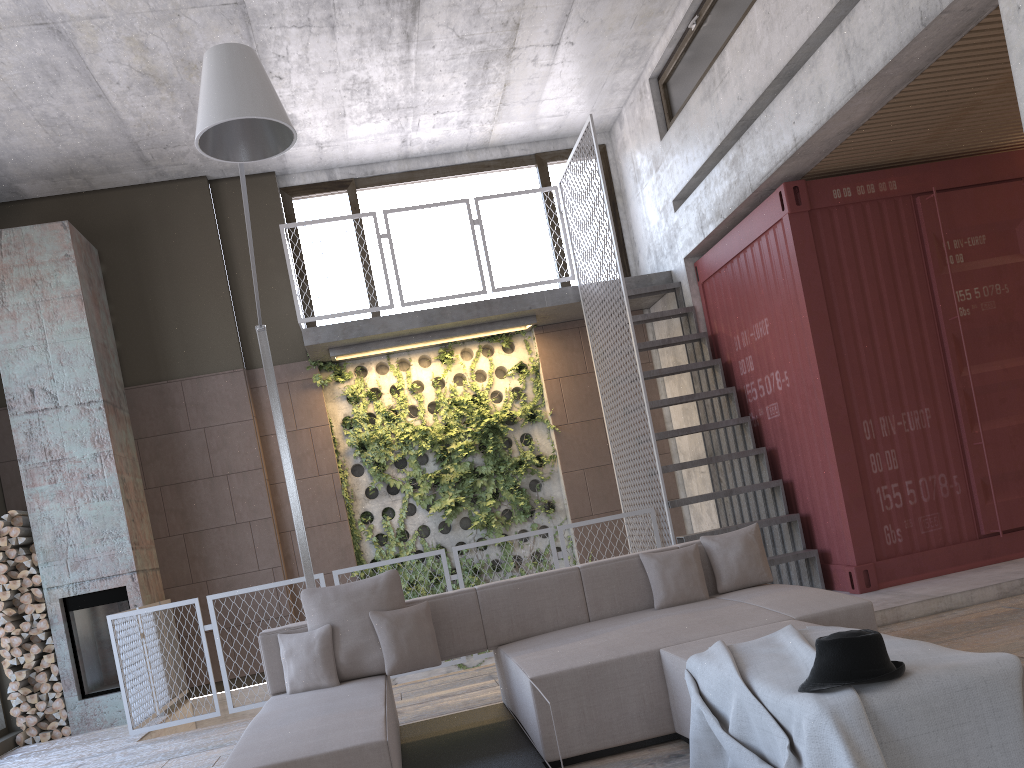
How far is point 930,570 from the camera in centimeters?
648cm

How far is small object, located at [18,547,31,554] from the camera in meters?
7.7 m

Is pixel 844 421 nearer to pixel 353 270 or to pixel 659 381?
pixel 659 381

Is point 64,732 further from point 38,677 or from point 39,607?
point 39,607

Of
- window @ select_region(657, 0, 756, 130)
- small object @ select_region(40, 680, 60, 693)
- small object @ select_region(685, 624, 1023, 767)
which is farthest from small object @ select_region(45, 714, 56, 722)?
window @ select_region(657, 0, 756, 130)

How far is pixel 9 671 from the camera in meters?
7.6 m

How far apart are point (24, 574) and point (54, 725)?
1.3m

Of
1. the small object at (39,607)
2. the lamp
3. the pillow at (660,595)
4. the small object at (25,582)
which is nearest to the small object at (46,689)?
the small object at (39,607)

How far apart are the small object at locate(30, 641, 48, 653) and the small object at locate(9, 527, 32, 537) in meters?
1.0 m

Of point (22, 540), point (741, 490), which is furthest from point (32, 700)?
point (741, 490)
